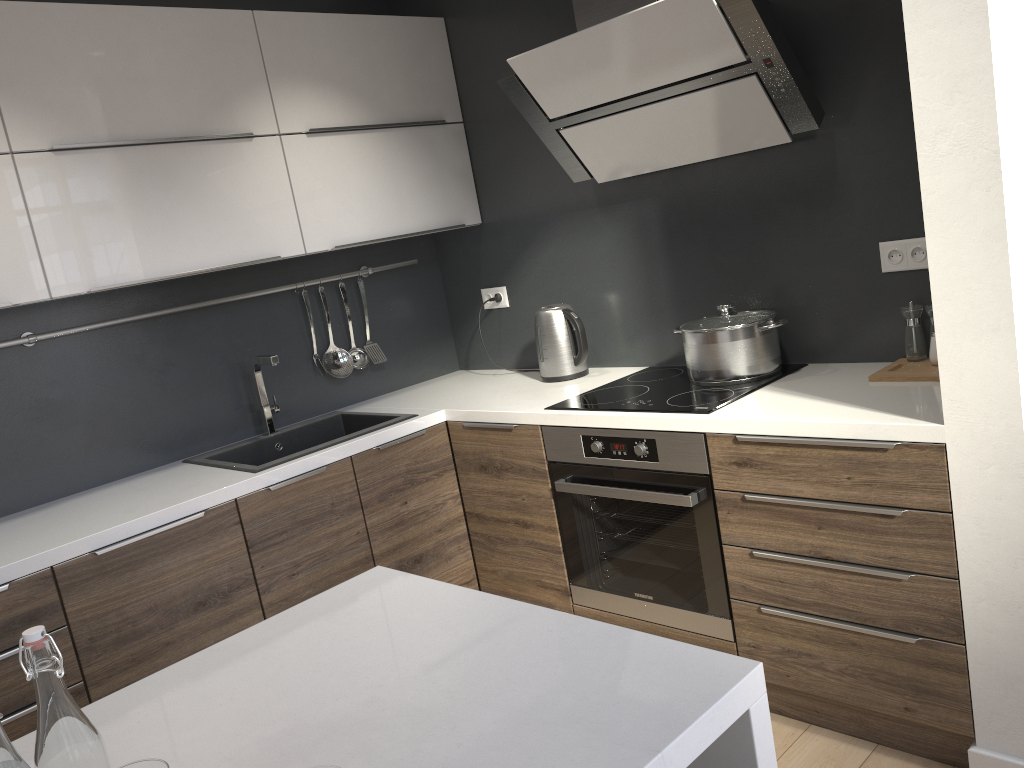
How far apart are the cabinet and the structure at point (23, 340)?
0.29m

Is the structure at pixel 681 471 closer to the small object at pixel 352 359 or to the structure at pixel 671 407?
the structure at pixel 671 407

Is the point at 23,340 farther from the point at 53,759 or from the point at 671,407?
the point at 53,759

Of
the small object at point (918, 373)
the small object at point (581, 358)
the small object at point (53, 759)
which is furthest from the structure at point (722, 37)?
the small object at point (53, 759)

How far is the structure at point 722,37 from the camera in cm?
230

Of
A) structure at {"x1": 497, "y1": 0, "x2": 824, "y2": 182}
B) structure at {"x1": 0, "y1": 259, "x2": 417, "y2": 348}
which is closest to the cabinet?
structure at {"x1": 0, "y1": 259, "x2": 417, "y2": 348}

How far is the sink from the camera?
2.9 meters

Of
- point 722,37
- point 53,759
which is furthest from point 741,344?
point 53,759

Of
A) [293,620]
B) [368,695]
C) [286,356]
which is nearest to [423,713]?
[368,695]

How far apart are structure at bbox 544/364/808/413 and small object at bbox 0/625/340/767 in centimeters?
172cm
